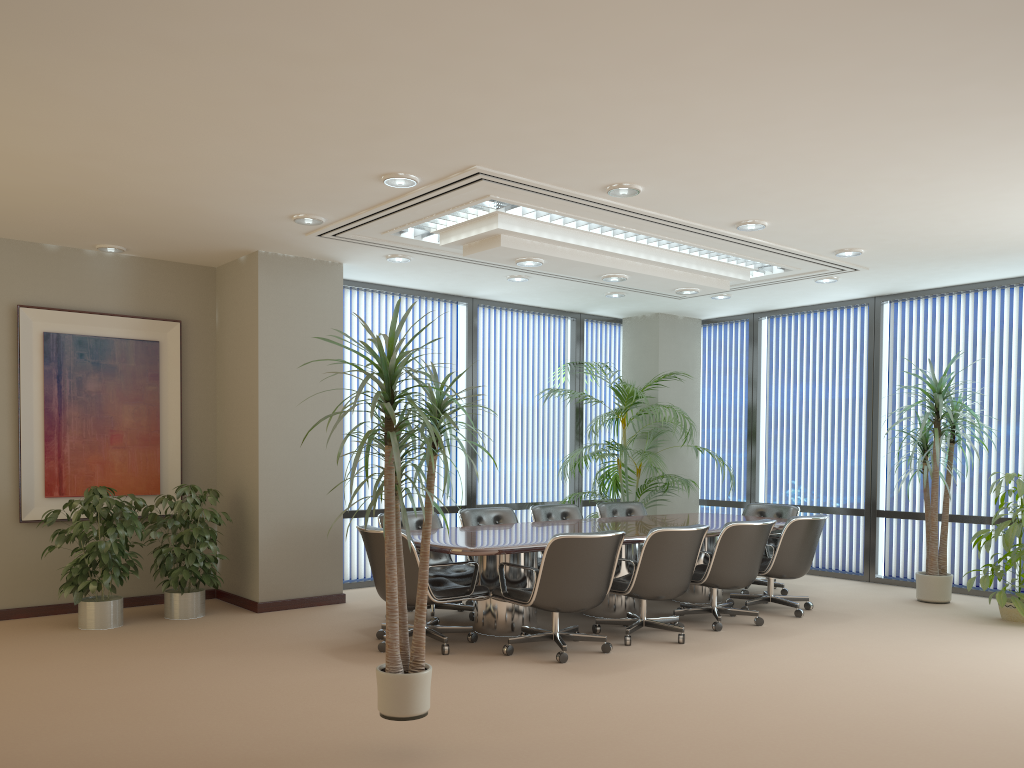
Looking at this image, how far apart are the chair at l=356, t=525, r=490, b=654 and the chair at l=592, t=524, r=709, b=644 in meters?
0.9 m

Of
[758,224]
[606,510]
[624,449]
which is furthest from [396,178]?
[624,449]

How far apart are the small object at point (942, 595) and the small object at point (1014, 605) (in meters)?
0.46

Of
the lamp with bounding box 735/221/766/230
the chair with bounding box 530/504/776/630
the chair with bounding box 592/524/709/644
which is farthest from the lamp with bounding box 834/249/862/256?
the chair with bounding box 592/524/709/644

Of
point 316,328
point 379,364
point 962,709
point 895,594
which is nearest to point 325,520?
point 316,328

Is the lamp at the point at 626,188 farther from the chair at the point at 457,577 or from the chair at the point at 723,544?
the chair at the point at 457,577

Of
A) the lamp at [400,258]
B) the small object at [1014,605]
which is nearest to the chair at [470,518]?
the lamp at [400,258]

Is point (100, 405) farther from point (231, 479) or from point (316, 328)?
point (316, 328)

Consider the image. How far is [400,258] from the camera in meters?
7.7

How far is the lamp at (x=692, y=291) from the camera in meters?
8.1
